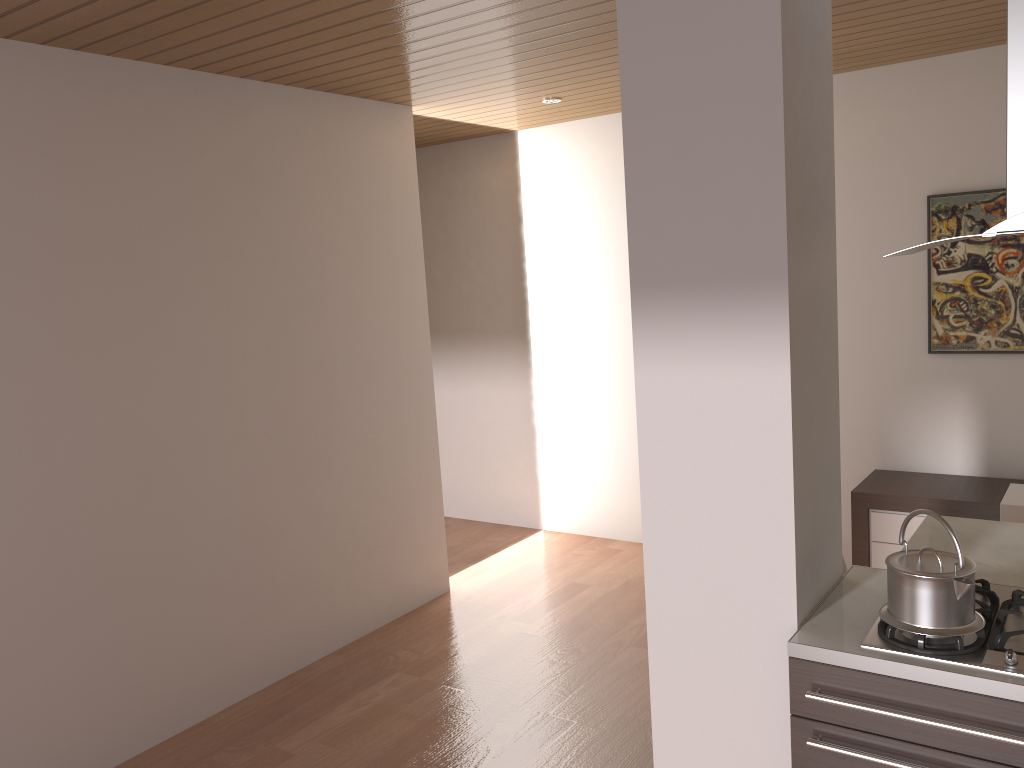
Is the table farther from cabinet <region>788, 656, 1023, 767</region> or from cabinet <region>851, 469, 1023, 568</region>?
cabinet <region>788, 656, 1023, 767</region>

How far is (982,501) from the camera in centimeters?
406cm

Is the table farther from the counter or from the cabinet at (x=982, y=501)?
the cabinet at (x=982, y=501)

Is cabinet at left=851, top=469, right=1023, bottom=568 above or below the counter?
below

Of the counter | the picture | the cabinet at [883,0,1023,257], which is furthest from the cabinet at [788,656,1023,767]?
the picture

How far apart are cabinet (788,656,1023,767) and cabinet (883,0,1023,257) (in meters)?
0.94

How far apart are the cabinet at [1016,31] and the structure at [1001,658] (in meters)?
0.84

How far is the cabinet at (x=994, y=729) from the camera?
1.8m

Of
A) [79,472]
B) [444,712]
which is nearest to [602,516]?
[444,712]

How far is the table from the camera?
2.79m
